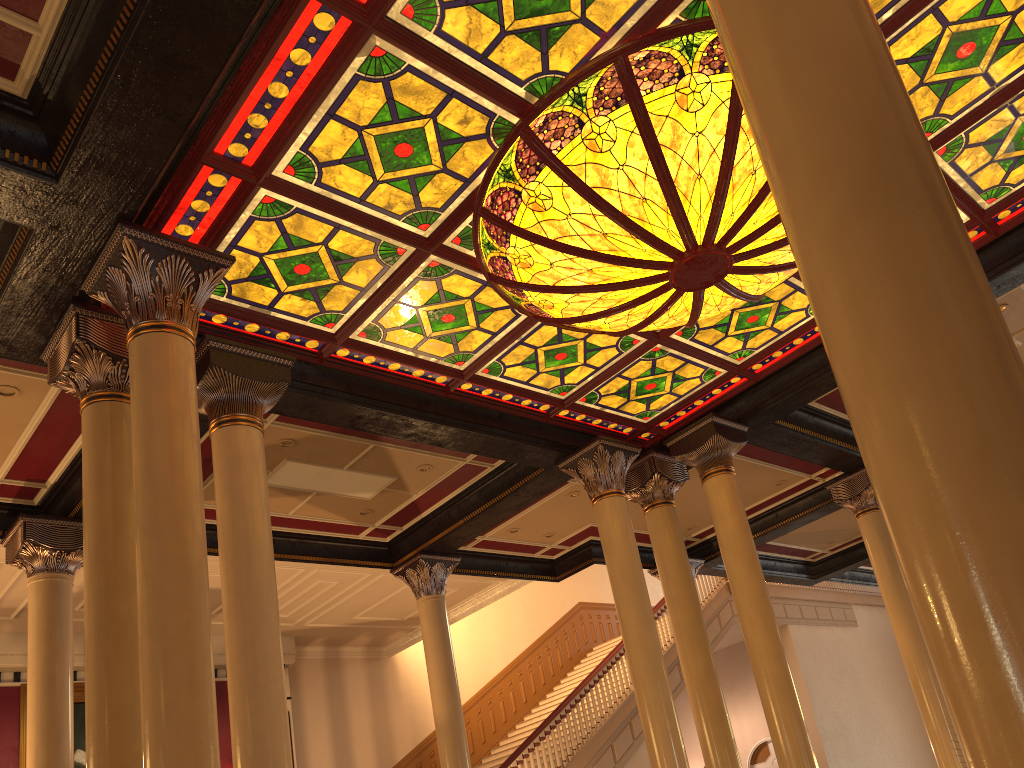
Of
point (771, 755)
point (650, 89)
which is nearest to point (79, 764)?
point (650, 89)

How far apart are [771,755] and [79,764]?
13.3m

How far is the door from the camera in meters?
18.3 m

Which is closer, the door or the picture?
the picture

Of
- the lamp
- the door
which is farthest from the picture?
the door

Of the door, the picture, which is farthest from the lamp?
the door

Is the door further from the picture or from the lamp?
the lamp

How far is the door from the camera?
18.35m

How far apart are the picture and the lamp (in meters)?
9.27

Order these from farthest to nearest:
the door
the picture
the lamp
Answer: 1. the door
2. the picture
3. the lamp
